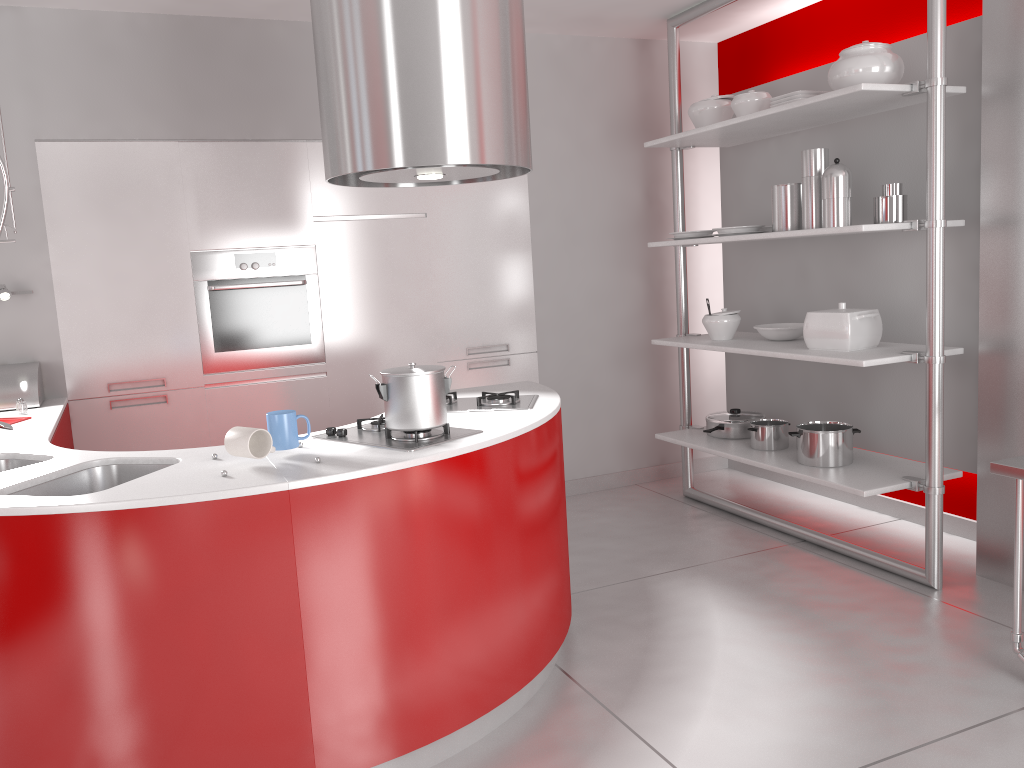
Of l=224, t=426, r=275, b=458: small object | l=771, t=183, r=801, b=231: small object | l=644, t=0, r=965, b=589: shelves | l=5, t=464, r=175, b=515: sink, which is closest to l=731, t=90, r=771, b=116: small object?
l=644, t=0, r=965, b=589: shelves

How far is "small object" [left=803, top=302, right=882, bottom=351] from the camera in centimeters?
365cm

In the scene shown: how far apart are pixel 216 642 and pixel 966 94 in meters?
3.3 m

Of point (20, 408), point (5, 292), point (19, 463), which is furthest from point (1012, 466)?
point (5, 292)

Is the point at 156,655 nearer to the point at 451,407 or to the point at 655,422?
the point at 451,407

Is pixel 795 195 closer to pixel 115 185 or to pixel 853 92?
pixel 853 92

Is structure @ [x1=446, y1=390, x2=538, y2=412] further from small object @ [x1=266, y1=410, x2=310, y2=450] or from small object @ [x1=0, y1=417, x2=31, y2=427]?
small object @ [x1=0, y1=417, x2=31, y2=427]

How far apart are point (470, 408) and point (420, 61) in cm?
Result: 115

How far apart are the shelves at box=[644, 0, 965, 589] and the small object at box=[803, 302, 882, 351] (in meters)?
0.04

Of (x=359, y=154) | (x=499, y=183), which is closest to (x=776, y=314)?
(x=499, y=183)
